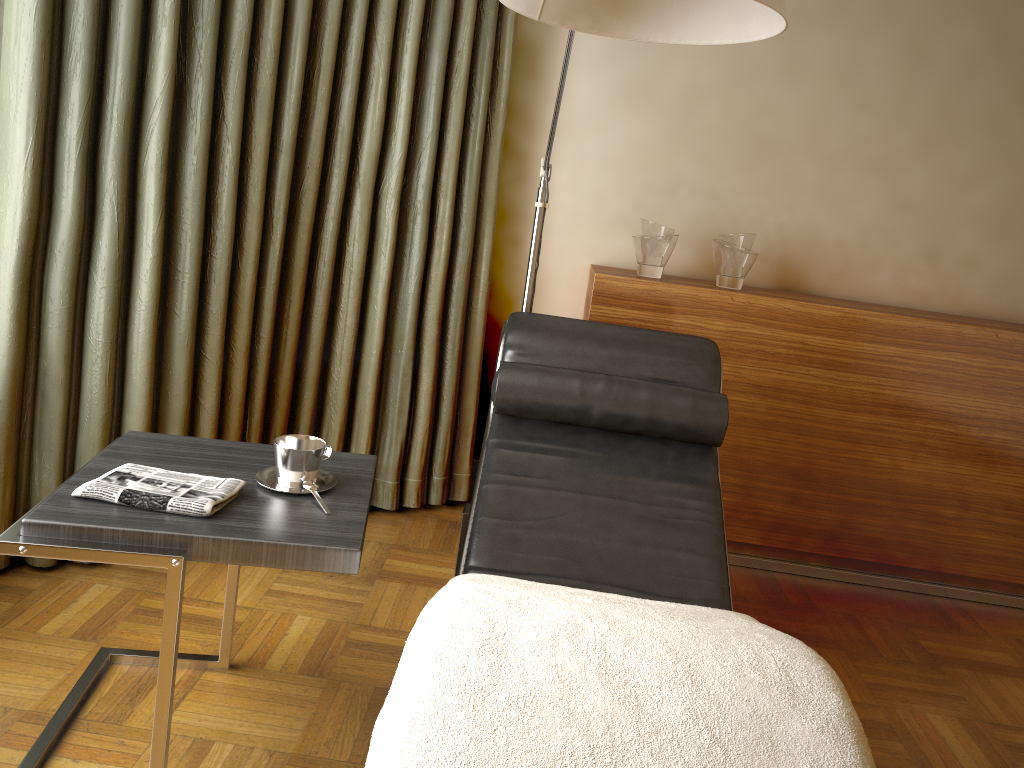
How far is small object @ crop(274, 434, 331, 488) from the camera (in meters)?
1.63

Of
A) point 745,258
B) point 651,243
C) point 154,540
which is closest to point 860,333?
point 745,258

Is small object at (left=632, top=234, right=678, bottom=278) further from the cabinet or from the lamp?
the lamp

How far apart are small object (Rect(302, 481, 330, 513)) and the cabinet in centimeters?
141cm

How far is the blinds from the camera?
2.1m

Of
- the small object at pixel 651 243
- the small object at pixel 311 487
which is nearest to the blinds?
the small object at pixel 651 243

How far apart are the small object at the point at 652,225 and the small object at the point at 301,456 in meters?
1.5 m

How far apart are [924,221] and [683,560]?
1.9m

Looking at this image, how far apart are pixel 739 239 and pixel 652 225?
0.3m

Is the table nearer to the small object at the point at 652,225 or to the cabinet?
the cabinet
